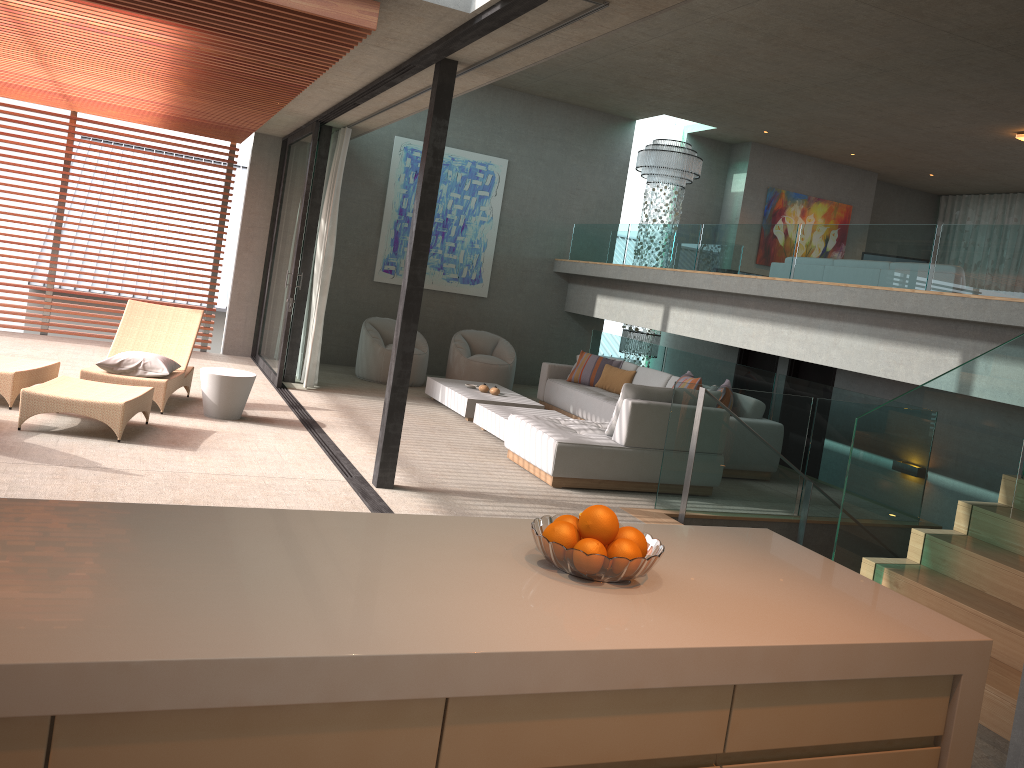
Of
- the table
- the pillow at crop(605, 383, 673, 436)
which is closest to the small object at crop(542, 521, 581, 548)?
the pillow at crop(605, 383, 673, 436)

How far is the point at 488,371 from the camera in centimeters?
1152cm

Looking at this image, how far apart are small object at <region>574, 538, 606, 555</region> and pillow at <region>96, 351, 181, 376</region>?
6.24m

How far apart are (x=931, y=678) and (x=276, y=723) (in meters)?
1.47

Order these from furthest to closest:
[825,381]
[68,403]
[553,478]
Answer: [825,381], [553,478], [68,403]

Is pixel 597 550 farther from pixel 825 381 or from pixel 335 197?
pixel 825 381

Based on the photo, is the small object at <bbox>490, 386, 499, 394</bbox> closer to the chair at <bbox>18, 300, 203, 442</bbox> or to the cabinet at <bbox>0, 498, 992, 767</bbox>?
the chair at <bbox>18, 300, 203, 442</bbox>

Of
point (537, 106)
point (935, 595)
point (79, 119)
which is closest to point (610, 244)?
point (537, 106)

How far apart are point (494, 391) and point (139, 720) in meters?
8.5 m

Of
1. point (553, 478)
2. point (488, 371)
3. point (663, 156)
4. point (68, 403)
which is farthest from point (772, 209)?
point (68, 403)
